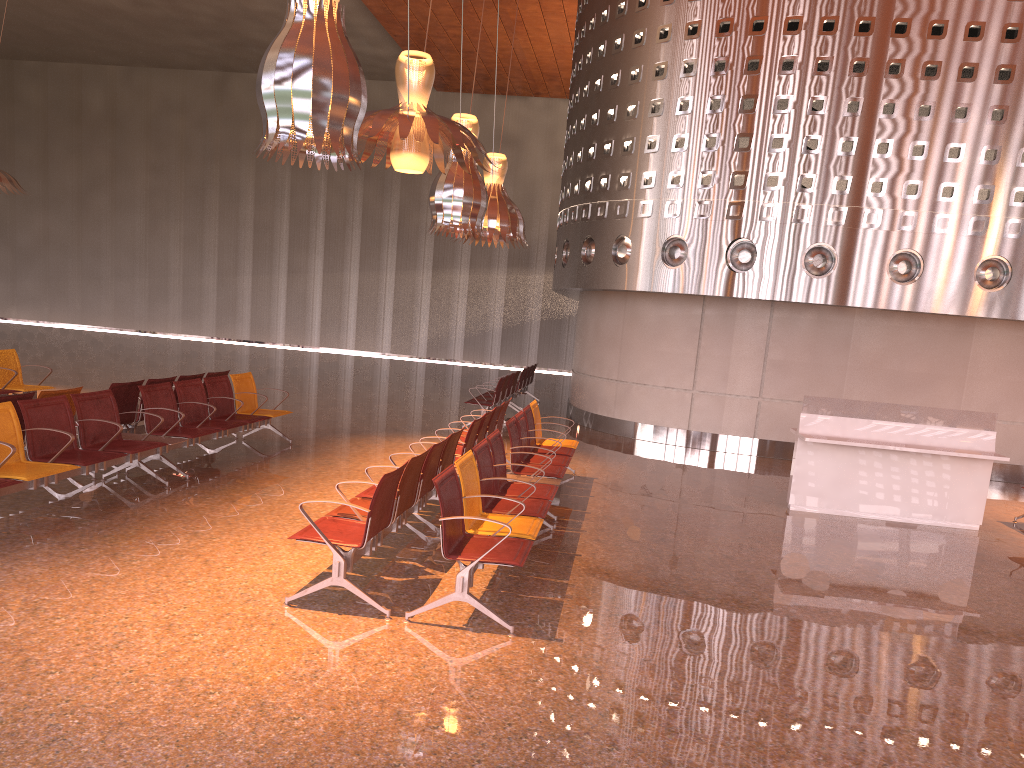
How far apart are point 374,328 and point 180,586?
26.8m
